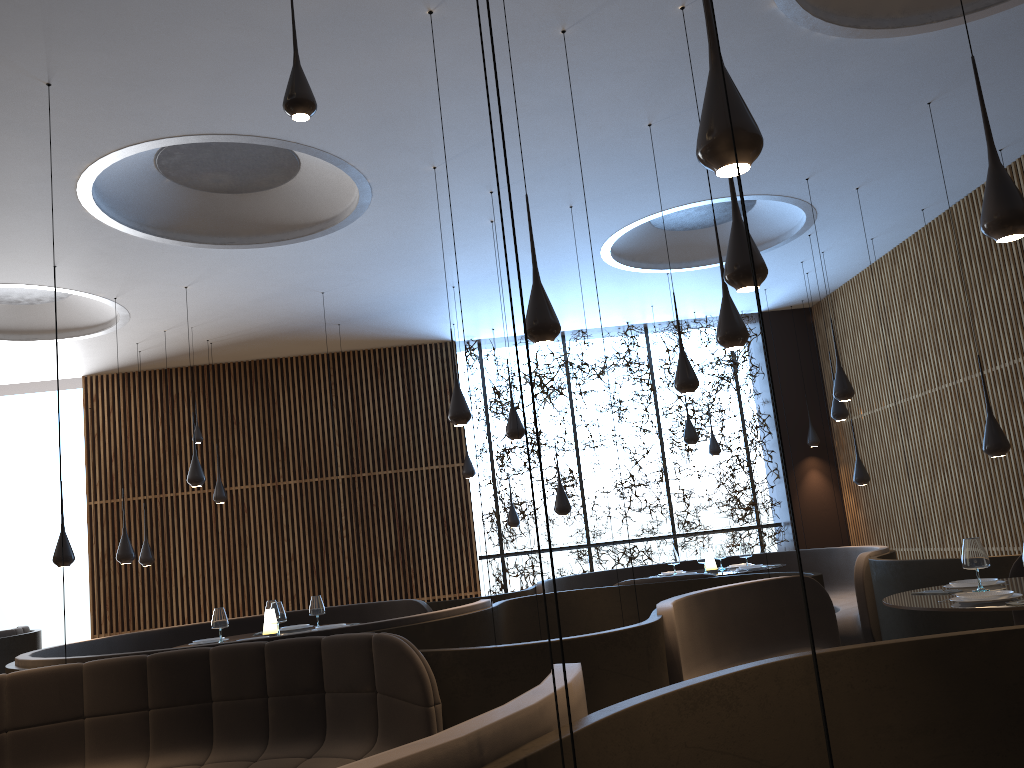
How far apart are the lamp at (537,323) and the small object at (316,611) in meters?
4.2 m

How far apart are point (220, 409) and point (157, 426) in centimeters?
96cm

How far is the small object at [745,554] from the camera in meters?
10.1 m

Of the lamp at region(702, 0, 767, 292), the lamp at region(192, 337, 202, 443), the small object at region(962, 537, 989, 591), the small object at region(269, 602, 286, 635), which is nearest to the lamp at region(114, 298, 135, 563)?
the lamp at region(192, 337, 202, 443)

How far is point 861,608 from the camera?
8.39m

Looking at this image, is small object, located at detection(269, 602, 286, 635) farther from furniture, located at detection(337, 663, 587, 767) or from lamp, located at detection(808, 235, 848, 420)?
lamp, located at detection(808, 235, 848, 420)

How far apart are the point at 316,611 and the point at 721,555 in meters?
5.0

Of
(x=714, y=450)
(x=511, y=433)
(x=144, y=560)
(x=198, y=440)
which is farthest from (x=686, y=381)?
(x=144, y=560)

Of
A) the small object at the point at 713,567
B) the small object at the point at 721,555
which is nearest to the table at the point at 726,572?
the small object at the point at 713,567

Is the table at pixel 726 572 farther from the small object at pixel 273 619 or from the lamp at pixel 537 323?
the lamp at pixel 537 323
